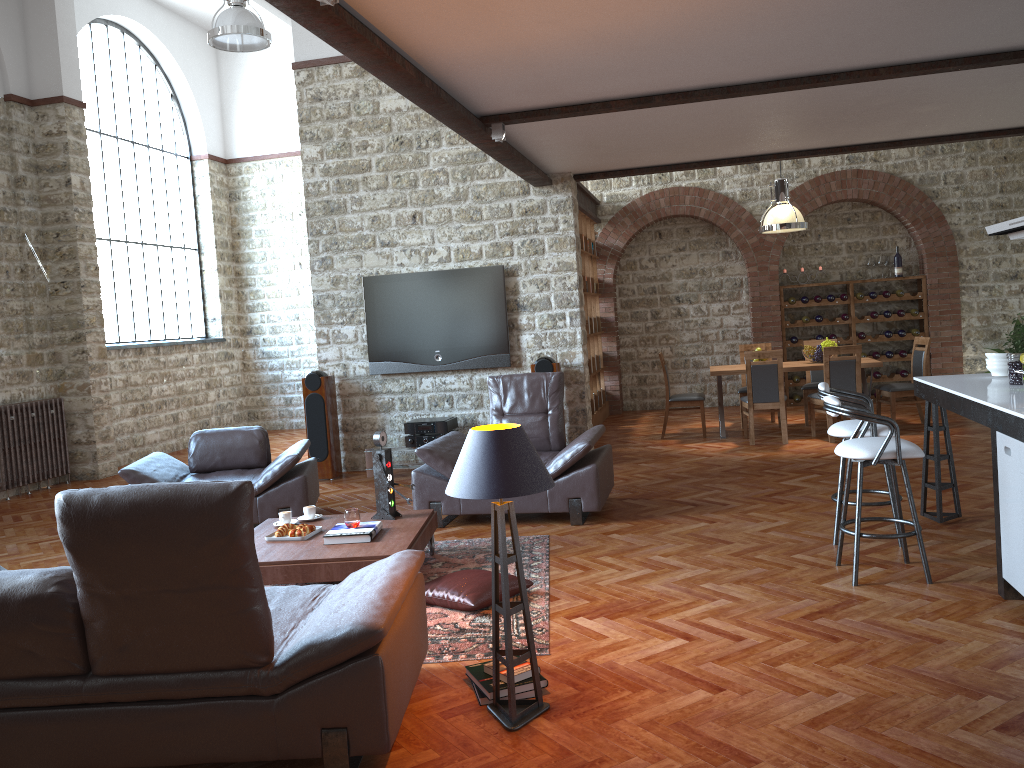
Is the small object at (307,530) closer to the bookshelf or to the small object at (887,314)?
the bookshelf

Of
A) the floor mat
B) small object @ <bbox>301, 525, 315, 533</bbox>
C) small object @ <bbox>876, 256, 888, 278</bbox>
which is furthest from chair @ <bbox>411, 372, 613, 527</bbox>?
small object @ <bbox>876, 256, 888, 278</bbox>

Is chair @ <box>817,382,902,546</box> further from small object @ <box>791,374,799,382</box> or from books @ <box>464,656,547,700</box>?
small object @ <box>791,374,799,382</box>

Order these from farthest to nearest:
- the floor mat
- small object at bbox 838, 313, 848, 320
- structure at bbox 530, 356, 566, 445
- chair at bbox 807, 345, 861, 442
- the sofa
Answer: small object at bbox 838, 313, 848, 320
chair at bbox 807, 345, 861, 442
structure at bbox 530, 356, 566, 445
the floor mat
the sofa

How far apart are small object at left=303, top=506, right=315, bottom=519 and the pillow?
1.35m

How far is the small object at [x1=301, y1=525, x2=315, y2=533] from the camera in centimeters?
535cm

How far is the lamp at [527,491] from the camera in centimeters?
317cm

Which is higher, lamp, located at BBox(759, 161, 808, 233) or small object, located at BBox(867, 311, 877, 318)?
lamp, located at BBox(759, 161, 808, 233)

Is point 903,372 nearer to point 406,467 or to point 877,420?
point 406,467

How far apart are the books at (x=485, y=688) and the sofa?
0.21m
